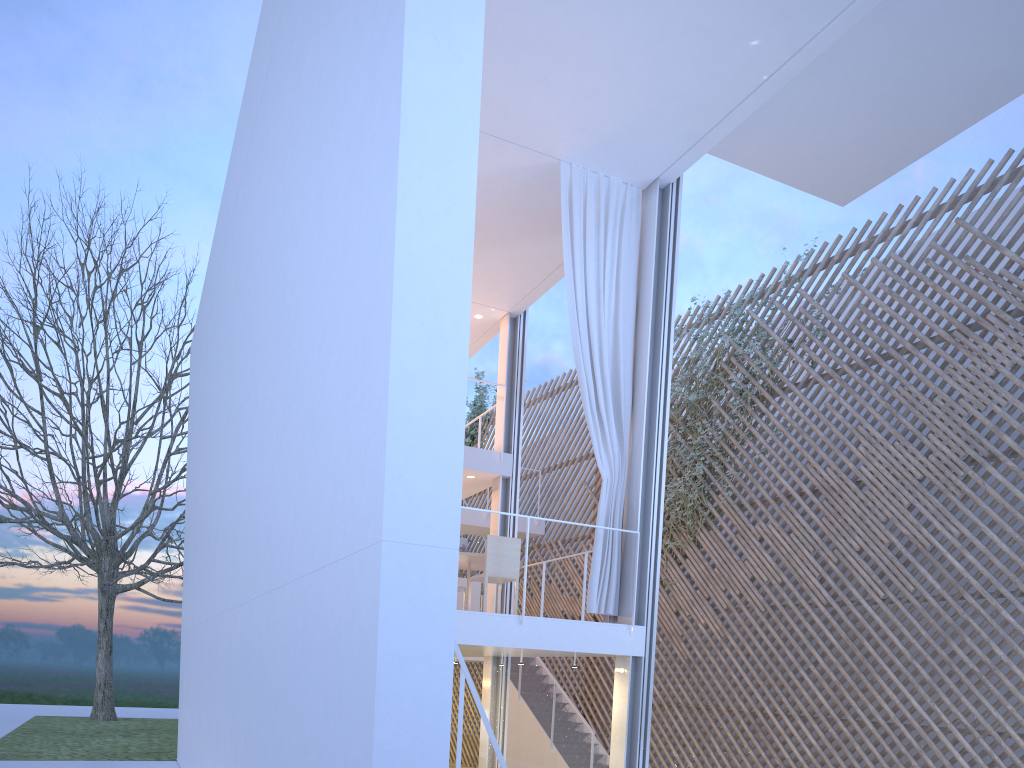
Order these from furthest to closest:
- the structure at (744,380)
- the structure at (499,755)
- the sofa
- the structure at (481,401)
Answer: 1. the structure at (481,401)
2. the structure at (744,380)
3. the sofa
4. the structure at (499,755)

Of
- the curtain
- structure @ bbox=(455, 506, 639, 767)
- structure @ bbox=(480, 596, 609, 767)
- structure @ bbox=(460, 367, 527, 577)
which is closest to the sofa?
the curtain

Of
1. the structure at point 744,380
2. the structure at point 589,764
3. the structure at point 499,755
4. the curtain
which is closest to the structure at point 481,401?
the structure at point 589,764

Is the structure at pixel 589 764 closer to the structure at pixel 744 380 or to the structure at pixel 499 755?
the structure at pixel 744 380

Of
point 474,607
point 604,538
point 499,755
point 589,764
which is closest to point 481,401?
point 589,764

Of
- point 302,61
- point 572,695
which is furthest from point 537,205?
point 572,695

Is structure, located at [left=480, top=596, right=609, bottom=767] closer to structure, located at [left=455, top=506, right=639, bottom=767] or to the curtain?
the curtain

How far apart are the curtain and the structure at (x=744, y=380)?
2.0 meters

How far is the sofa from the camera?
5.55m

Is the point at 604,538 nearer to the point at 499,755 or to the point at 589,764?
the point at 499,755
